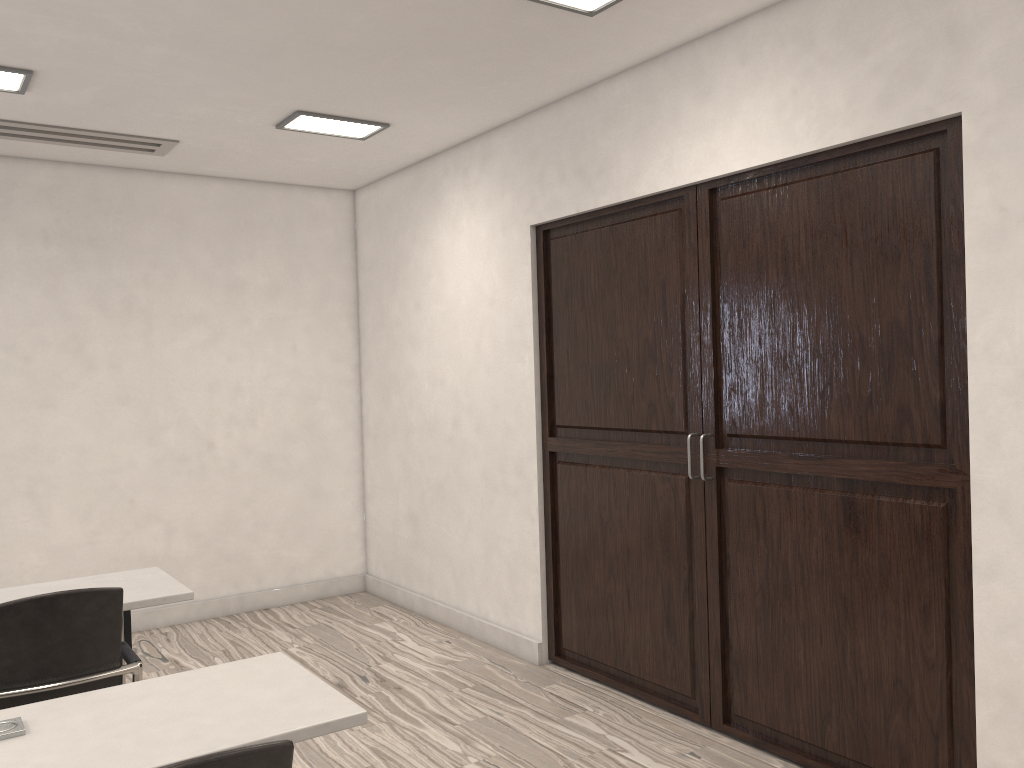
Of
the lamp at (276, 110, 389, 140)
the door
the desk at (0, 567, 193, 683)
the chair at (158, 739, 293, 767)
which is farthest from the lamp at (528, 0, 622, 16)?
the chair at (158, 739, 293, 767)

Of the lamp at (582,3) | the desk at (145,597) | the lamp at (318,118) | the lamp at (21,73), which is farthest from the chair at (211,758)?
the lamp at (318,118)

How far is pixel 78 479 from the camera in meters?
5.4 m

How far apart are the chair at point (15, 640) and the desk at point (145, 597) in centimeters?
13cm

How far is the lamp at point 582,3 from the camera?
3.3 meters

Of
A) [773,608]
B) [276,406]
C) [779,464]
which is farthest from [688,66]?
[276,406]

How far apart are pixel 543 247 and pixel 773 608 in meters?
2.2

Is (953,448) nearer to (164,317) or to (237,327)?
(237,327)

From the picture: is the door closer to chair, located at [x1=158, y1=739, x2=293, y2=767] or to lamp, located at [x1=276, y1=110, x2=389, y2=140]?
lamp, located at [x1=276, y1=110, x2=389, y2=140]

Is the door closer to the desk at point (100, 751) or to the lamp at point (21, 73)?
the desk at point (100, 751)
